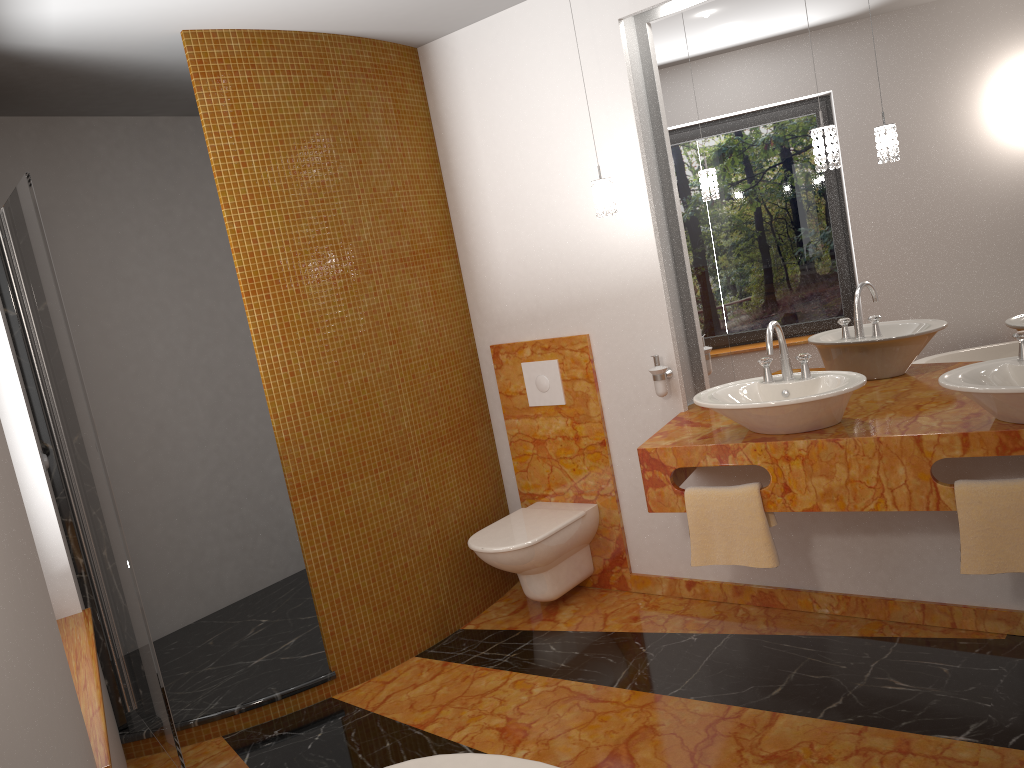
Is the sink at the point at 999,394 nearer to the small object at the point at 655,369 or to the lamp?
the lamp

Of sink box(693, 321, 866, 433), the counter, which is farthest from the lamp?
the counter

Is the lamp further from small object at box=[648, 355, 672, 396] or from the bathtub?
the bathtub

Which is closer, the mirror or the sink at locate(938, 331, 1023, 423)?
the sink at locate(938, 331, 1023, 423)

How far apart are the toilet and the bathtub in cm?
158

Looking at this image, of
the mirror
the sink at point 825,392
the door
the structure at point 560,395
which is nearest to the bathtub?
the door

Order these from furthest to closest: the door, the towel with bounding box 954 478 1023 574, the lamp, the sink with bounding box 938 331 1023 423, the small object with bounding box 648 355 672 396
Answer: the small object with bounding box 648 355 672 396
the lamp
the door
the towel with bounding box 954 478 1023 574
the sink with bounding box 938 331 1023 423

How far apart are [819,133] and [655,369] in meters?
1.1

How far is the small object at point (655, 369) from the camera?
3.43m

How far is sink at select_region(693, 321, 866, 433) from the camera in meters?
2.6
